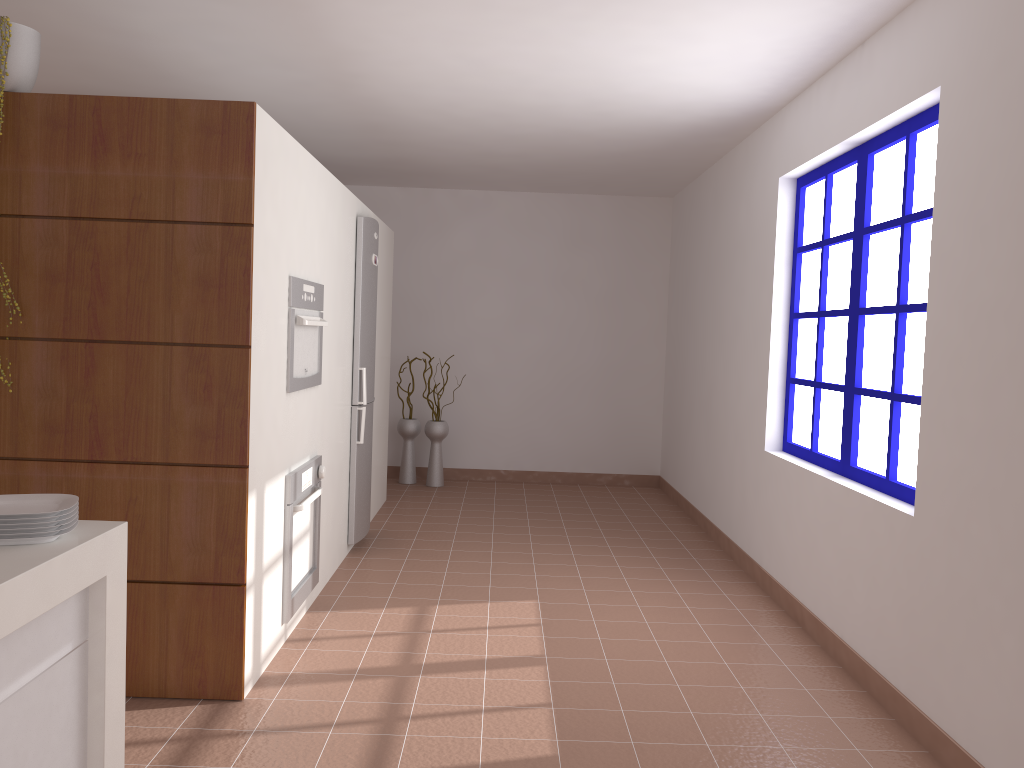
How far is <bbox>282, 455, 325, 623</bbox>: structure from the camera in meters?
3.5 m

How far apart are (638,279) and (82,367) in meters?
5.4 m

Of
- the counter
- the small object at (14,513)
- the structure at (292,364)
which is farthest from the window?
the small object at (14,513)

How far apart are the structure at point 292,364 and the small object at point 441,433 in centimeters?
328cm

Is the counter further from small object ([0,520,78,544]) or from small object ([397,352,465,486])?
small object ([397,352,465,486])

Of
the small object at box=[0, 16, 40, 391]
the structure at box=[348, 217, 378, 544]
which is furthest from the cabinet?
the structure at box=[348, 217, 378, 544]

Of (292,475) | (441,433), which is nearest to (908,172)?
(292,475)

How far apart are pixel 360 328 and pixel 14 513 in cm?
312

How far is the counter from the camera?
1.7m

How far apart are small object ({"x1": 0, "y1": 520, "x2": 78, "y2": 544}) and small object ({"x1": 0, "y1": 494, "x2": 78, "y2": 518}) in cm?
6
